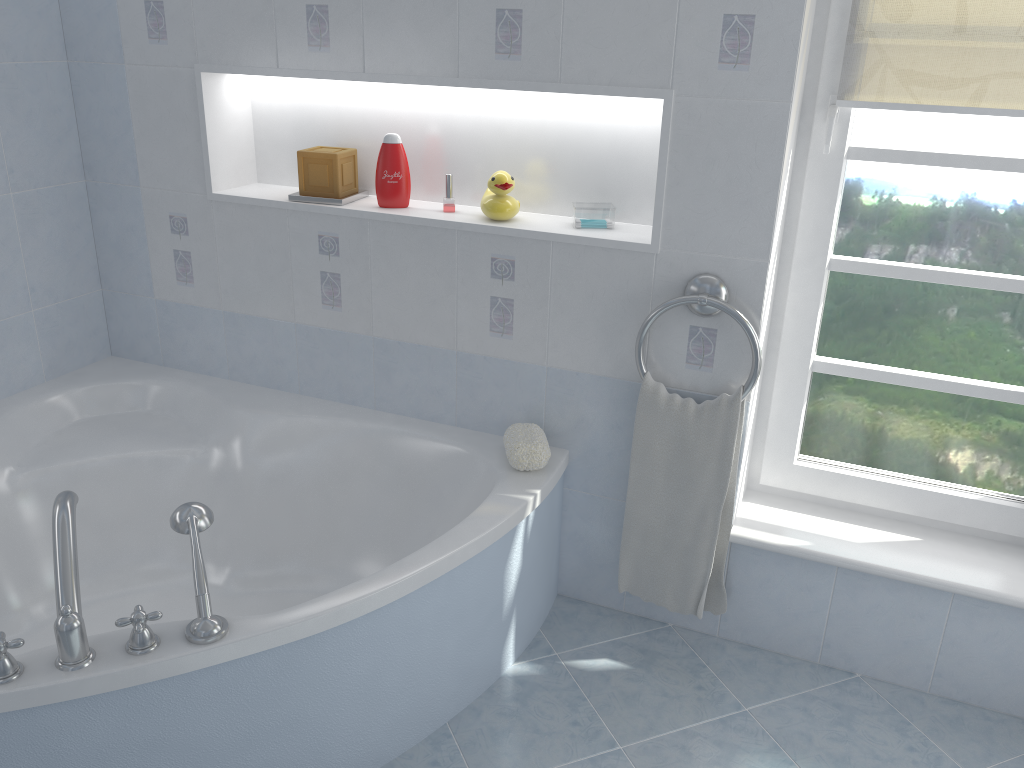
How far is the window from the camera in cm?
193

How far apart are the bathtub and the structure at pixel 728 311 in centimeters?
32cm

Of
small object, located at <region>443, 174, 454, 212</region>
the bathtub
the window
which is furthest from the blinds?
the bathtub

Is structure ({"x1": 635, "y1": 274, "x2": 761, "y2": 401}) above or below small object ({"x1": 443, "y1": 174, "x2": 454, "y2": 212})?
below

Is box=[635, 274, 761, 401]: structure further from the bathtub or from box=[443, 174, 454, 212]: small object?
box=[443, 174, 454, 212]: small object

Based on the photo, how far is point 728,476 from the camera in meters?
2.1

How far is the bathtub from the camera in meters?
1.5

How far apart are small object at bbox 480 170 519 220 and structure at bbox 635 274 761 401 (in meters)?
0.44

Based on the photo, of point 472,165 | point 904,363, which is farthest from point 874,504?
point 472,165

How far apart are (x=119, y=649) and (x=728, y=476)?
1.3m
